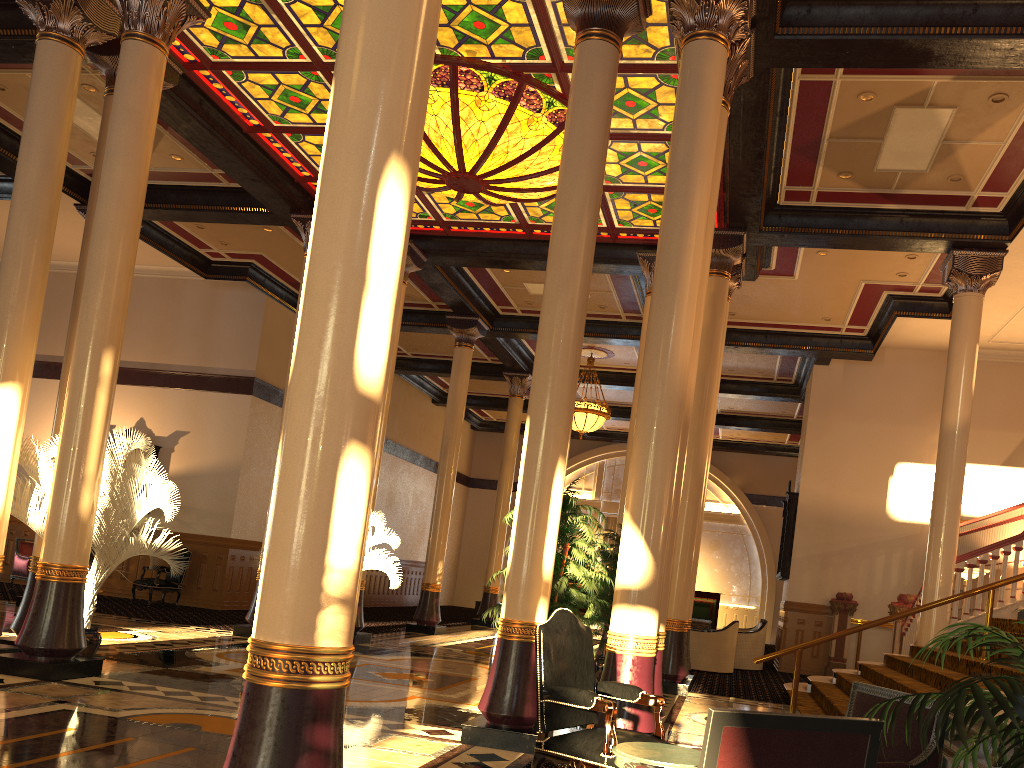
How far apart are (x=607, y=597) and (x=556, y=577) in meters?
4.2 m

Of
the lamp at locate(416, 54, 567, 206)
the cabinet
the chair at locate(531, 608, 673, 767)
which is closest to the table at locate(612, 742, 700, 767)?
the chair at locate(531, 608, 673, 767)

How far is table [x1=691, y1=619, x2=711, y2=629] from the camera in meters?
14.9 m

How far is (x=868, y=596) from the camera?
15.5m

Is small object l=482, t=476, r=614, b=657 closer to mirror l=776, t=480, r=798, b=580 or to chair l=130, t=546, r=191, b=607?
mirror l=776, t=480, r=798, b=580

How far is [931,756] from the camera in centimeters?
348cm

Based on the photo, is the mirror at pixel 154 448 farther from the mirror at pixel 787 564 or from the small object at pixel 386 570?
the mirror at pixel 787 564

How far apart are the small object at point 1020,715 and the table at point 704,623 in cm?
1213

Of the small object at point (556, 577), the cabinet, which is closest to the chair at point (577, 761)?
the cabinet

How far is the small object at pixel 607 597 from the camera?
10.6 meters
